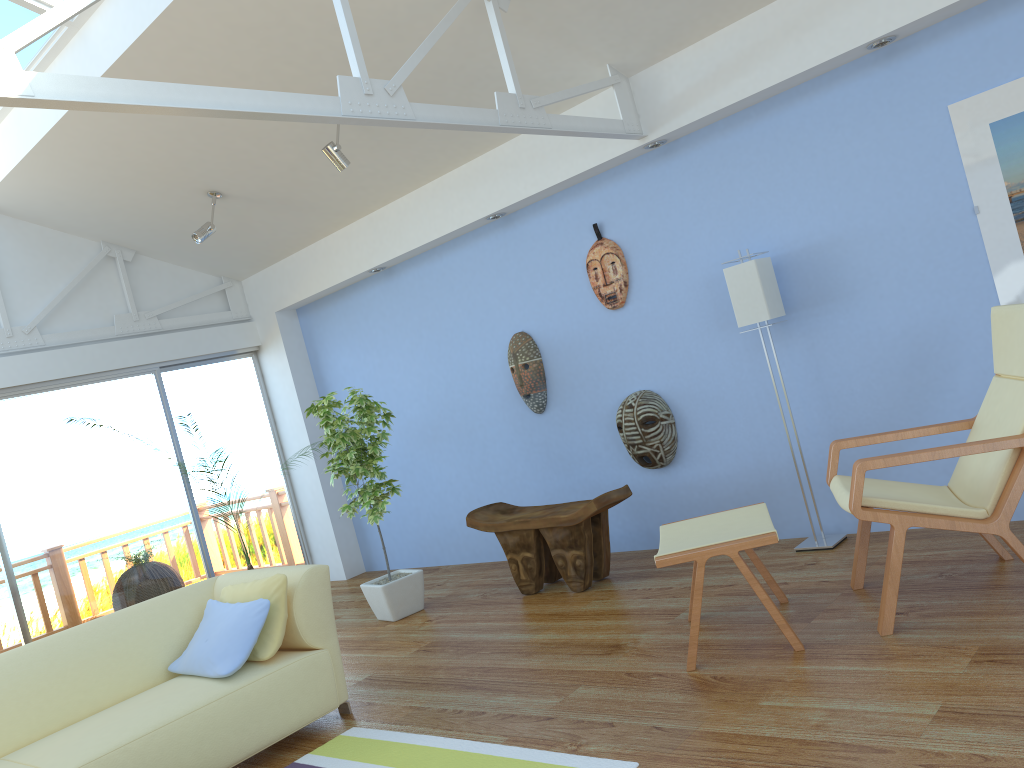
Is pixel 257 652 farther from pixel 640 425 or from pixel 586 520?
pixel 640 425

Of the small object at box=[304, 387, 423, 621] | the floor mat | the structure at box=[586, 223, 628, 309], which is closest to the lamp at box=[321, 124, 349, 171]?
the small object at box=[304, 387, 423, 621]

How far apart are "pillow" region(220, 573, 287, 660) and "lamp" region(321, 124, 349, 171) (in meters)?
2.31

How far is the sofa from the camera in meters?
3.1 m

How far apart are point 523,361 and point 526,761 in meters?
3.1 m

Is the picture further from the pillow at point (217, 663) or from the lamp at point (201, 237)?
the lamp at point (201, 237)

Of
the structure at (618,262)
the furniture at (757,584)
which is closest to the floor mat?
the furniture at (757,584)

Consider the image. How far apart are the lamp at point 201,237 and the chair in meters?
4.1 m

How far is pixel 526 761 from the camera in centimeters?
280cm

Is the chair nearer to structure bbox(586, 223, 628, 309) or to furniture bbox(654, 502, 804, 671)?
furniture bbox(654, 502, 804, 671)
